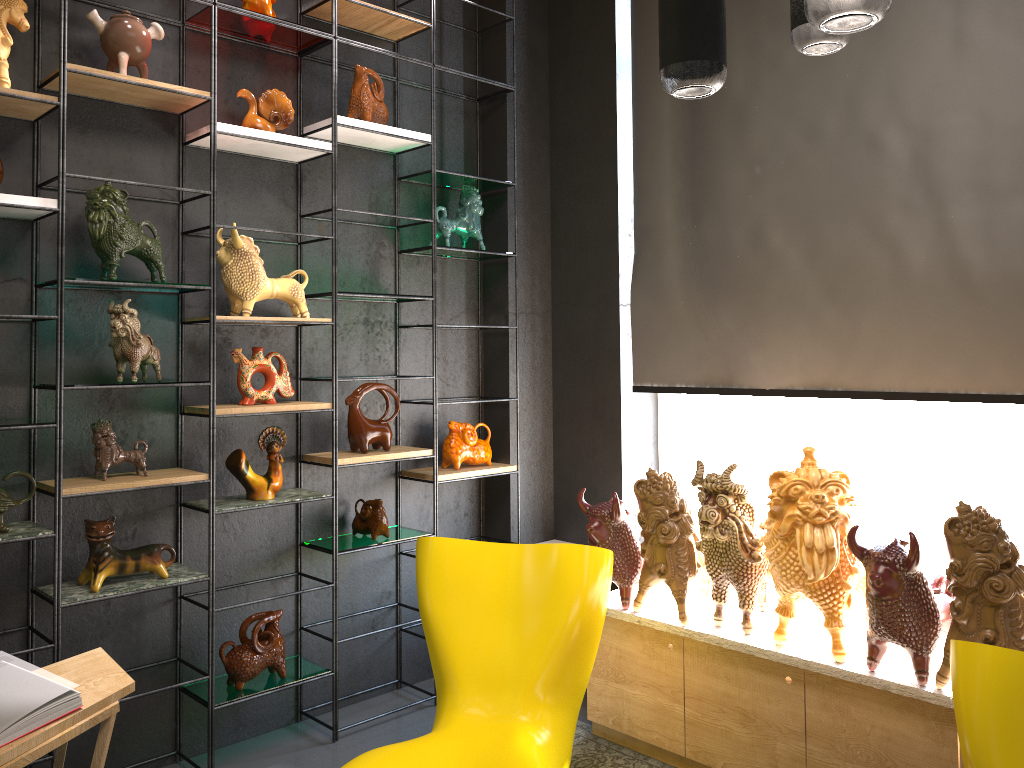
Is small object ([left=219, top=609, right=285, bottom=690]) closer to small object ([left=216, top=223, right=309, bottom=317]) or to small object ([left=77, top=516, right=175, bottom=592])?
small object ([left=77, top=516, right=175, bottom=592])

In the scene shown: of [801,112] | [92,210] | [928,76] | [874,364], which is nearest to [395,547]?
[92,210]

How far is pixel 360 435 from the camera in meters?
3.6 m

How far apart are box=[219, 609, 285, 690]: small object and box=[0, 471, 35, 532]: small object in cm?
89

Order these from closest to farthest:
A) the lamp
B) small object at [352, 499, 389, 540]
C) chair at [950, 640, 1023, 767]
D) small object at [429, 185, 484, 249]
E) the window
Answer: the lamp → chair at [950, 640, 1023, 767] → the window → small object at [352, 499, 389, 540] → small object at [429, 185, 484, 249]

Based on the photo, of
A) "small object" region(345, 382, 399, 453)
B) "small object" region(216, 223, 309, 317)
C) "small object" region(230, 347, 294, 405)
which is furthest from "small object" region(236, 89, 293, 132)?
"small object" region(345, 382, 399, 453)

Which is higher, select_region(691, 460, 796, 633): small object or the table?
select_region(691, 460, 796, 633): small object

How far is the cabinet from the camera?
2.61m

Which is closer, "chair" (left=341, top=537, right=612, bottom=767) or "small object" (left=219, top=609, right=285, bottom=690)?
"chair" (left=341, top=537, right=612, bottom=767)

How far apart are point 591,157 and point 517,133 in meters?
0.4
